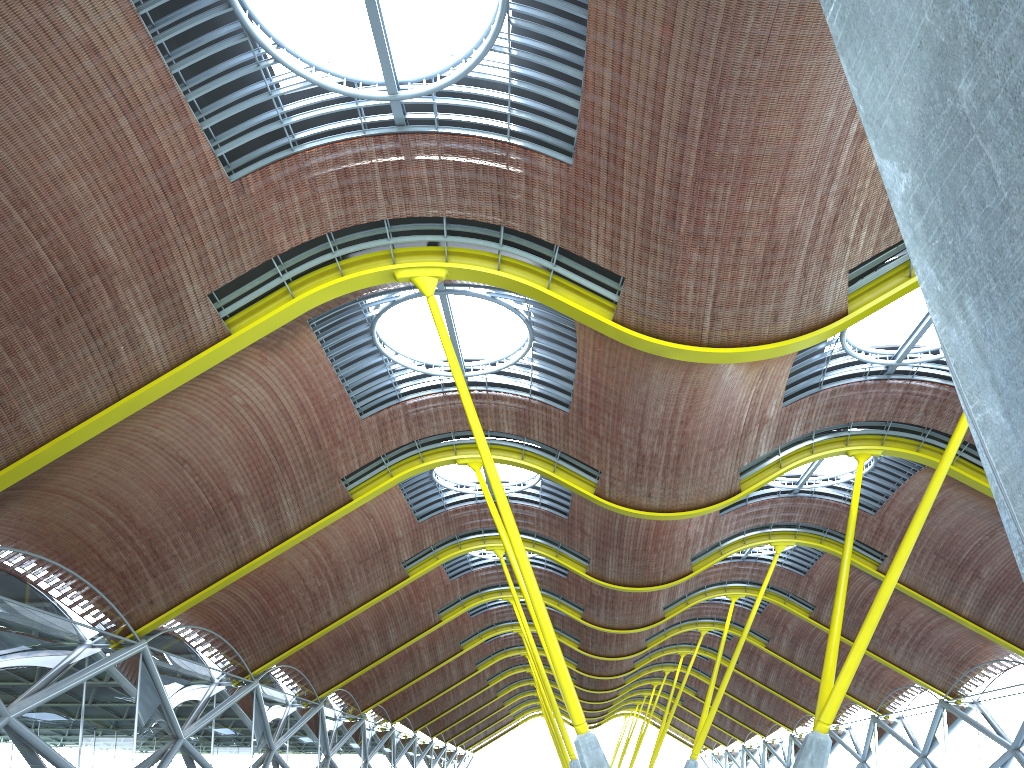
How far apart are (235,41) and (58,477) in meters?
12.9 m

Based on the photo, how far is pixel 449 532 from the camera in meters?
41.0 m
